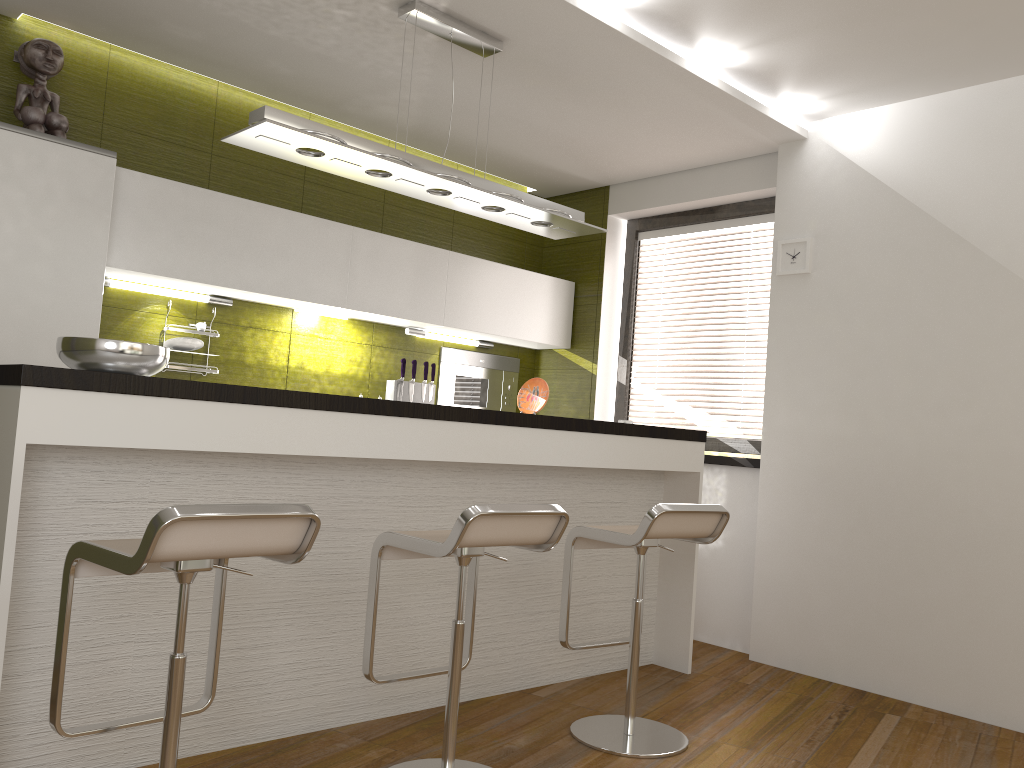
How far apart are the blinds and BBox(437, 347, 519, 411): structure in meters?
0.8 m

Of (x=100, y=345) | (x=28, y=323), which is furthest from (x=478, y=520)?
(x=28, y=323)

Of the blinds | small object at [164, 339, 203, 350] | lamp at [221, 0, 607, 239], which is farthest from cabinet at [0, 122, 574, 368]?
lamp at [221, 0, 607, 239]

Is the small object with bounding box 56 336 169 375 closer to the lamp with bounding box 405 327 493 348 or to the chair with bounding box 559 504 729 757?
the chair with bounding box 559 504 729 757

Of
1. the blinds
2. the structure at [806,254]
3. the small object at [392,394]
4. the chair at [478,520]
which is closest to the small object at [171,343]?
the small object at [392,394]

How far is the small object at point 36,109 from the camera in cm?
360

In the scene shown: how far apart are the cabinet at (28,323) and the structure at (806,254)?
1.5 meters

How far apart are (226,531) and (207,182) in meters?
2.9

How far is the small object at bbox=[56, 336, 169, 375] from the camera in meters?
2.5 m

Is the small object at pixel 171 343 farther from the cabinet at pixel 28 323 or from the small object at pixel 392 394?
the small object at pixel 392 394
